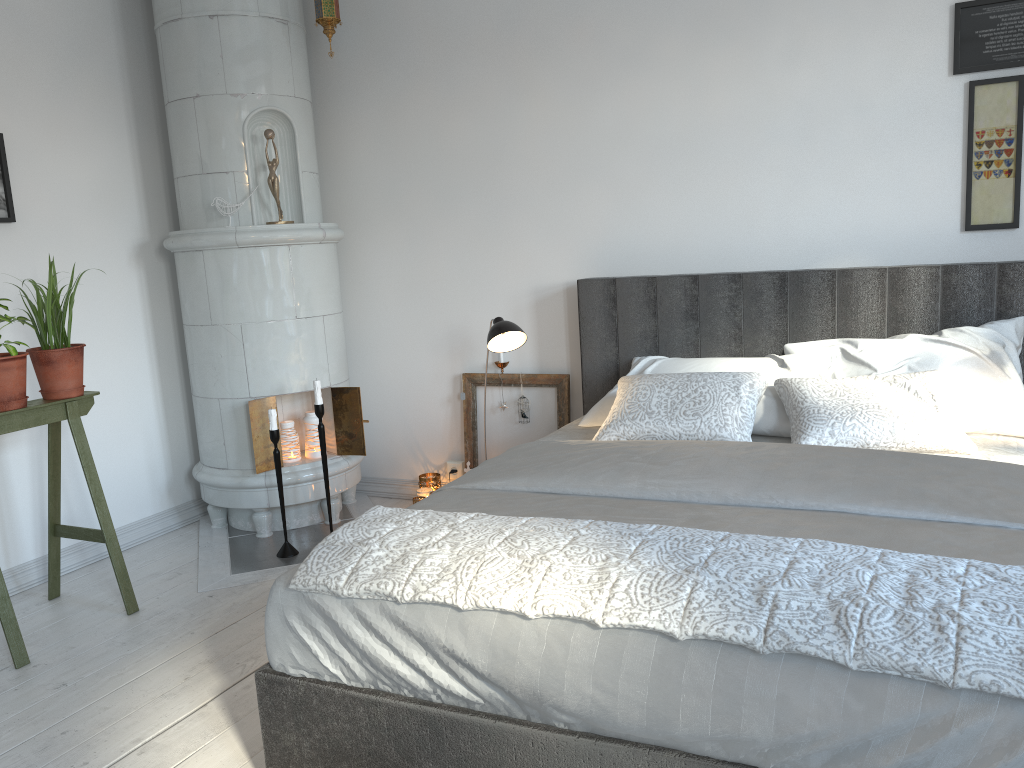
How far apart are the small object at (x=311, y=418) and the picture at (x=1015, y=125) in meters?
2.7 m

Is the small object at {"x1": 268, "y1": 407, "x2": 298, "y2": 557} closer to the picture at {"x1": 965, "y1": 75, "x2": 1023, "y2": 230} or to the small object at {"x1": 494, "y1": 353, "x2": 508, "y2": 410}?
the small object at {"x1": 494, "y1": 353, "x2": 508, "y2": 410}

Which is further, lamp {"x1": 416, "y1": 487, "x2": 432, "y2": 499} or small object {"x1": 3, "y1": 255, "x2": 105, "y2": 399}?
lamp {"x1": 416, "y1": 487, "x2": 432, "y2": 499}

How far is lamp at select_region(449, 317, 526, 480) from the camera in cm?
329

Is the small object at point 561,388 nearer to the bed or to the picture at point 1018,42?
the bed

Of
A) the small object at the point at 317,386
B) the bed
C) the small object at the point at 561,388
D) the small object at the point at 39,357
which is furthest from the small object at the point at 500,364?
the small object at the point at 39,357

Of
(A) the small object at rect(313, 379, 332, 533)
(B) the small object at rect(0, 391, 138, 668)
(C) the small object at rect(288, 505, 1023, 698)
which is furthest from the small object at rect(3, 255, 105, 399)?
(C) the small object at rect(288, 505, 1023, 698)

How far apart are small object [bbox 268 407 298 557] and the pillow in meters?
1.4

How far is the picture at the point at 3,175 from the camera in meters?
3.4 m

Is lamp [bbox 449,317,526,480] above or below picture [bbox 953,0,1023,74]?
below
